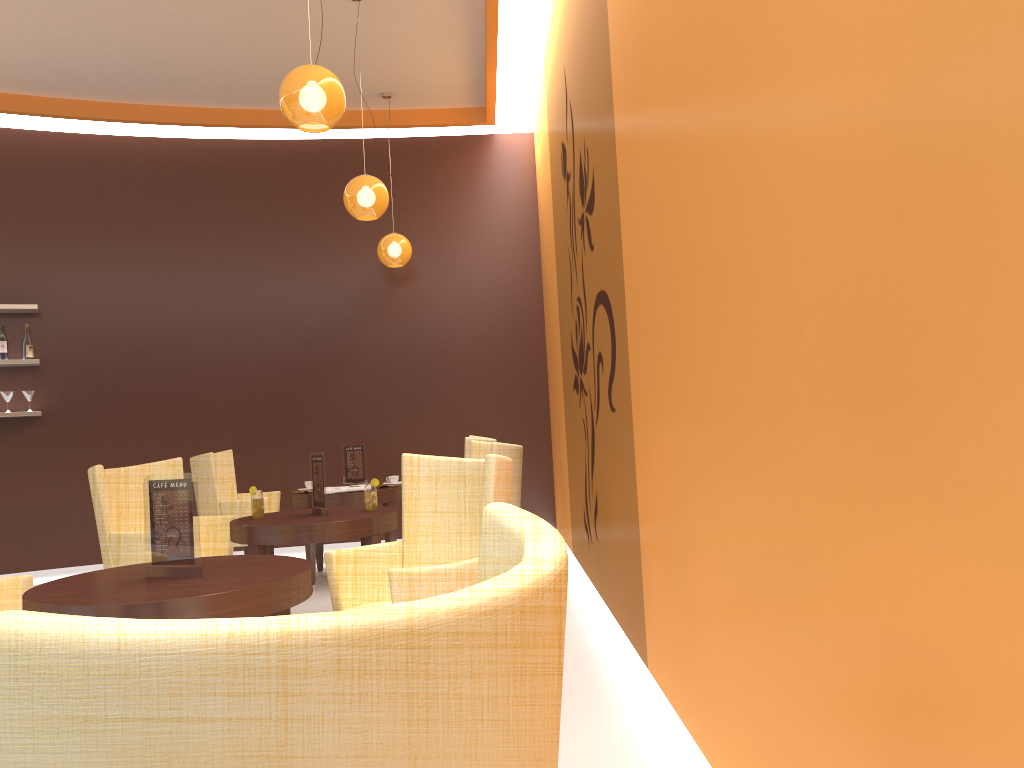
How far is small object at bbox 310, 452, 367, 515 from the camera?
4.69m

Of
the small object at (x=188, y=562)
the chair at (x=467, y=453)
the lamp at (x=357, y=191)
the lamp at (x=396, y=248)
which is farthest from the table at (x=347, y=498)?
the small object at (x=188, y=562)

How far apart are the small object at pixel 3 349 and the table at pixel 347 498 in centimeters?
286cm

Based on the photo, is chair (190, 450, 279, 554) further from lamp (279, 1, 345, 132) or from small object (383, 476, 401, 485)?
lamp (279, 1, 345, 132)

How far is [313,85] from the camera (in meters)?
3.90

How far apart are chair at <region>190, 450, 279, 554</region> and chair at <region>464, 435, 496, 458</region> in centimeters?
145cm

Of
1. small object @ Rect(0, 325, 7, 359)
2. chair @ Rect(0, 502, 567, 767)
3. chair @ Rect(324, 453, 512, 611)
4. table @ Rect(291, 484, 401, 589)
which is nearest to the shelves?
small object @ Rect(0, 325, 7, 359)

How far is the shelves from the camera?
7.12m

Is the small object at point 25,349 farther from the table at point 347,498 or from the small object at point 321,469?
the small object at point 321,469

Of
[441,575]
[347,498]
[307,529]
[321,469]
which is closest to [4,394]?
[347,498]
